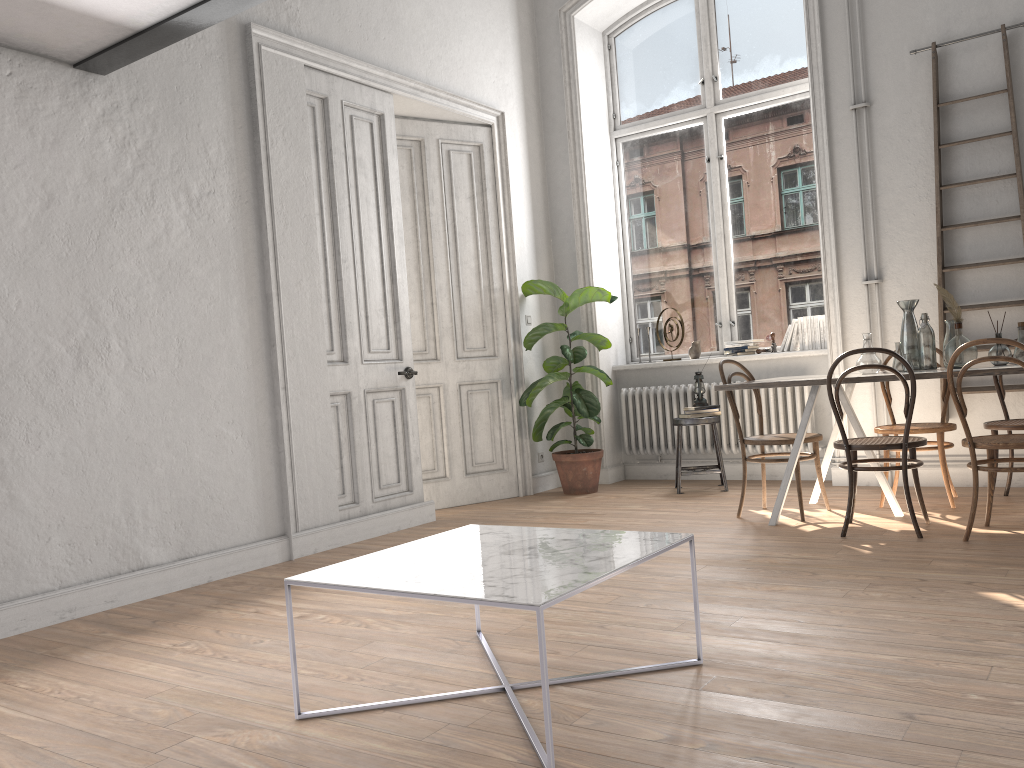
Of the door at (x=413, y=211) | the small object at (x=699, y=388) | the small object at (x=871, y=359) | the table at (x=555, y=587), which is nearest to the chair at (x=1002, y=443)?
the small object at (x=871, y=359)

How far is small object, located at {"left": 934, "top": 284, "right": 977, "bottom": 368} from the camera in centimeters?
447cm

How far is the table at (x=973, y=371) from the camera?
4.1m

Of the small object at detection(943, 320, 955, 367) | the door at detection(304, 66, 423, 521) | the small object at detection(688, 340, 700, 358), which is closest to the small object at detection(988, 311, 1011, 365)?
the small object at detection(943, 320, 955, 367)

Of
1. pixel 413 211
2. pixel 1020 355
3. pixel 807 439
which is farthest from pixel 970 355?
pixel 413 211

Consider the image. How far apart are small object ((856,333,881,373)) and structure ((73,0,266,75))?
3.4m

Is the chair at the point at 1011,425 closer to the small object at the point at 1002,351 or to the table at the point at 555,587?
the small object at the point at 1002,351

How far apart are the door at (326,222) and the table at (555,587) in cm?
234

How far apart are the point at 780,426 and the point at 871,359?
1.72m

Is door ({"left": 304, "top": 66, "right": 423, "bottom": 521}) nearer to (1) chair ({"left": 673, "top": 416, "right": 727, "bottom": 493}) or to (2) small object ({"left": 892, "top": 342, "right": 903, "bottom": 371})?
(1) chair ({"left": 673, "top": 416, "right": 727, "bottom": 493})
